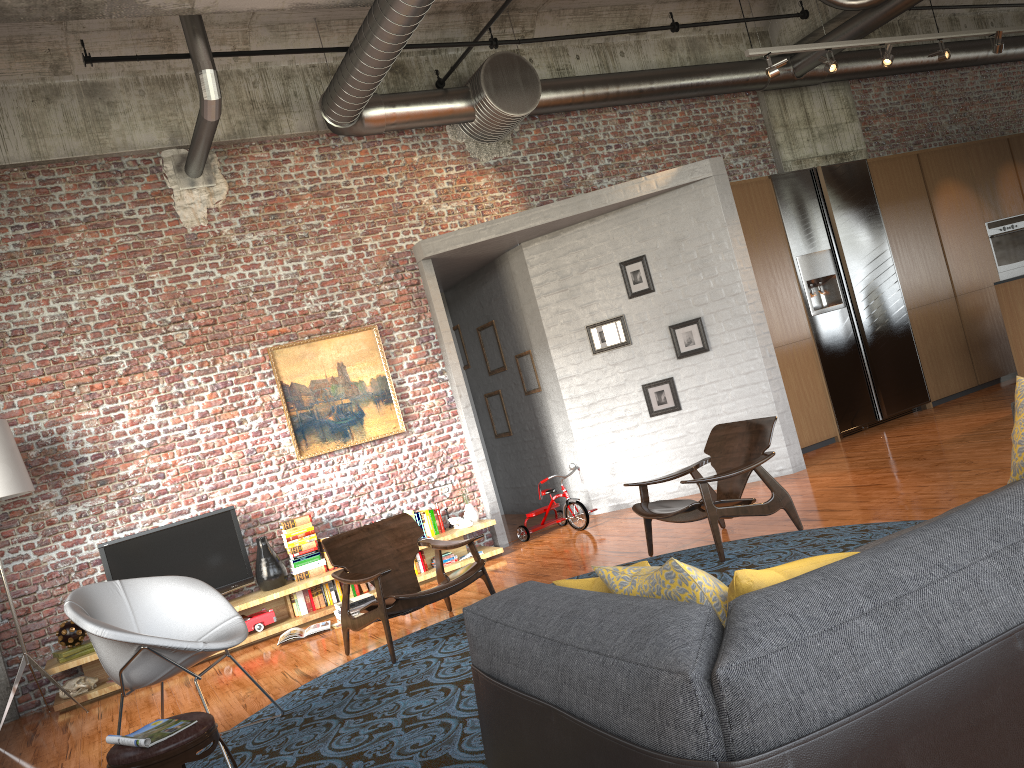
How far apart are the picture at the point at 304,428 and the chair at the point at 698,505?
2.9 meters

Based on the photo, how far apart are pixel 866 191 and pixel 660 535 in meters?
5.6

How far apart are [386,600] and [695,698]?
4.2m

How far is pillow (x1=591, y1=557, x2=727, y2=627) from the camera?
2.08m

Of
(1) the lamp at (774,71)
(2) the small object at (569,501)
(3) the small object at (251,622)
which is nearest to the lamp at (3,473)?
(3) the small object at (251,622)

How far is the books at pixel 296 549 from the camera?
7.7 meters

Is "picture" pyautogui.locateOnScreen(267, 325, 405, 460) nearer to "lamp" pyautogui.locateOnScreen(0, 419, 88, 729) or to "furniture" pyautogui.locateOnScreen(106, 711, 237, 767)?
"lamp" pyautogui.locateOnScreen(0, 419, 88, 729)

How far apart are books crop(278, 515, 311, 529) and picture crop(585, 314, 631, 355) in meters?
3.3

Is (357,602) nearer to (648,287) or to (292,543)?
(292,543)

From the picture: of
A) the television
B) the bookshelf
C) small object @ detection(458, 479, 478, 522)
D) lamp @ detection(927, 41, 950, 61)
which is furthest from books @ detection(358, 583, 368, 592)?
lamp @ detection(927, 41, 950, 61)
